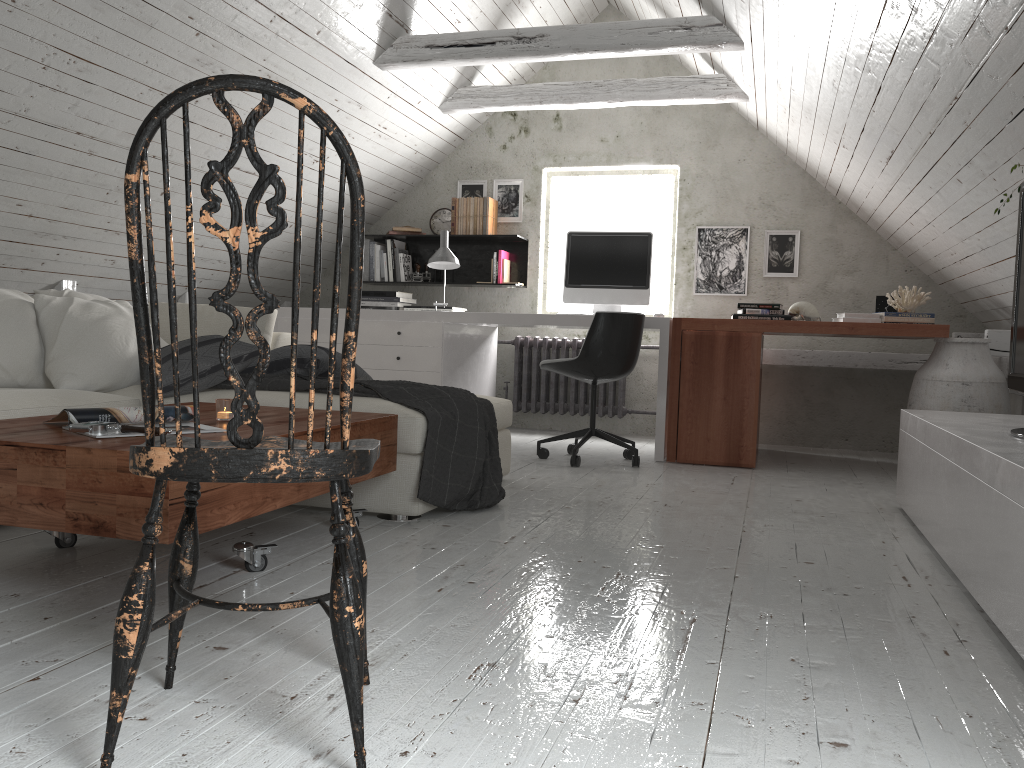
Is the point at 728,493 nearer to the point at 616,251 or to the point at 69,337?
the point at 616,251

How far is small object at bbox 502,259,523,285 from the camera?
5.93m

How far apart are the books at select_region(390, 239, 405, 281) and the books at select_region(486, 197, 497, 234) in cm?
67

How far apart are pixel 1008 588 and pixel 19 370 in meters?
3.1 m

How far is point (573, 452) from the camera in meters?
4.3 m

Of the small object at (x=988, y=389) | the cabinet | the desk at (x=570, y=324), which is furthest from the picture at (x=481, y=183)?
the cabinet

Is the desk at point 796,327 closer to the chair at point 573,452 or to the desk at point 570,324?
the desk at point 570,324

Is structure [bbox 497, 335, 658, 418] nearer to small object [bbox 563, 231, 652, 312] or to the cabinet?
small object [bbox 563, 231, 652, 312]

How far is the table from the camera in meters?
1.8 m

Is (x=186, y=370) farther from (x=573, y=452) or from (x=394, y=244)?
(x=394, y=244)
